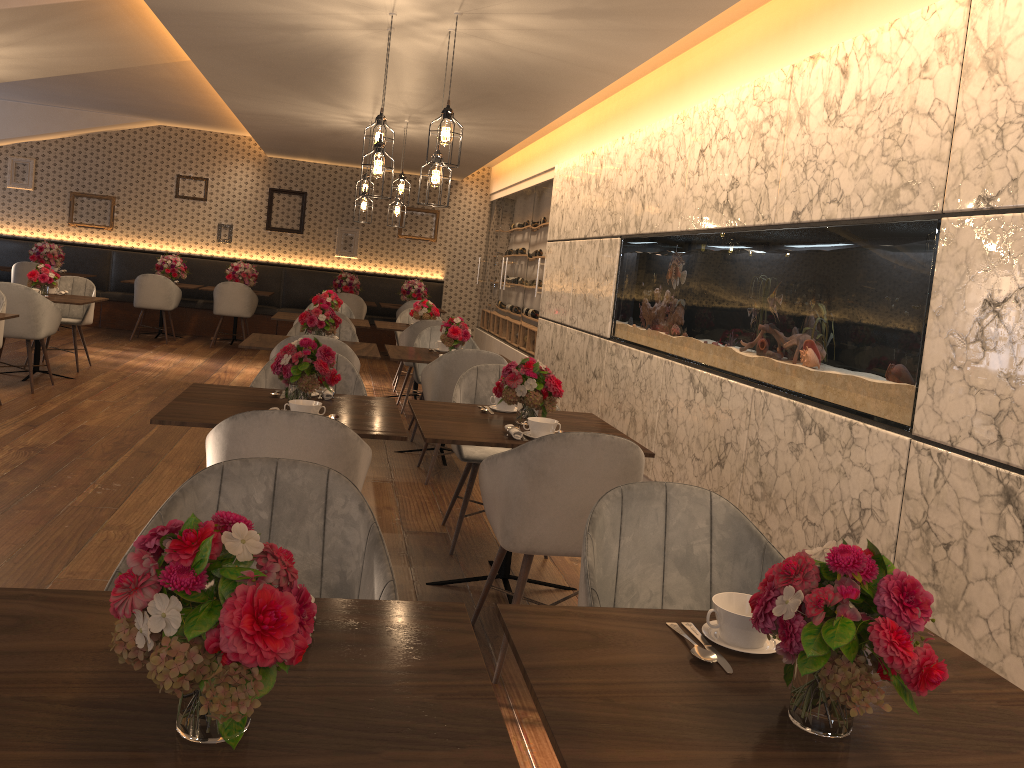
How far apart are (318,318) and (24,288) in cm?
263

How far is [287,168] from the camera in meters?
12.8 m

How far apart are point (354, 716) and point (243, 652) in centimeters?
28cm

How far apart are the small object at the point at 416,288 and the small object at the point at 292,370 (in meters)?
8.54

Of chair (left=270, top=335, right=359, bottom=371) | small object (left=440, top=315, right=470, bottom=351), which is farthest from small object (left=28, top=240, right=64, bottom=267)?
chair (left=270, top=335, right=359, bottom=371)

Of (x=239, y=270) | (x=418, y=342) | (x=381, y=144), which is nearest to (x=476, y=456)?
(x=381, y=144)

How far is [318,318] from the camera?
6.05m

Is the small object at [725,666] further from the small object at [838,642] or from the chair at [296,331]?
the chair at [296,331]

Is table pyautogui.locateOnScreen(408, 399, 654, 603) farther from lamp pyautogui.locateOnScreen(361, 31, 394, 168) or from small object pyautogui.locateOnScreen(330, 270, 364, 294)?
small object pyautogui.locateOnScreen(330, 270, 364, 294)

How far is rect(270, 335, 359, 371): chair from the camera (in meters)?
5.23
